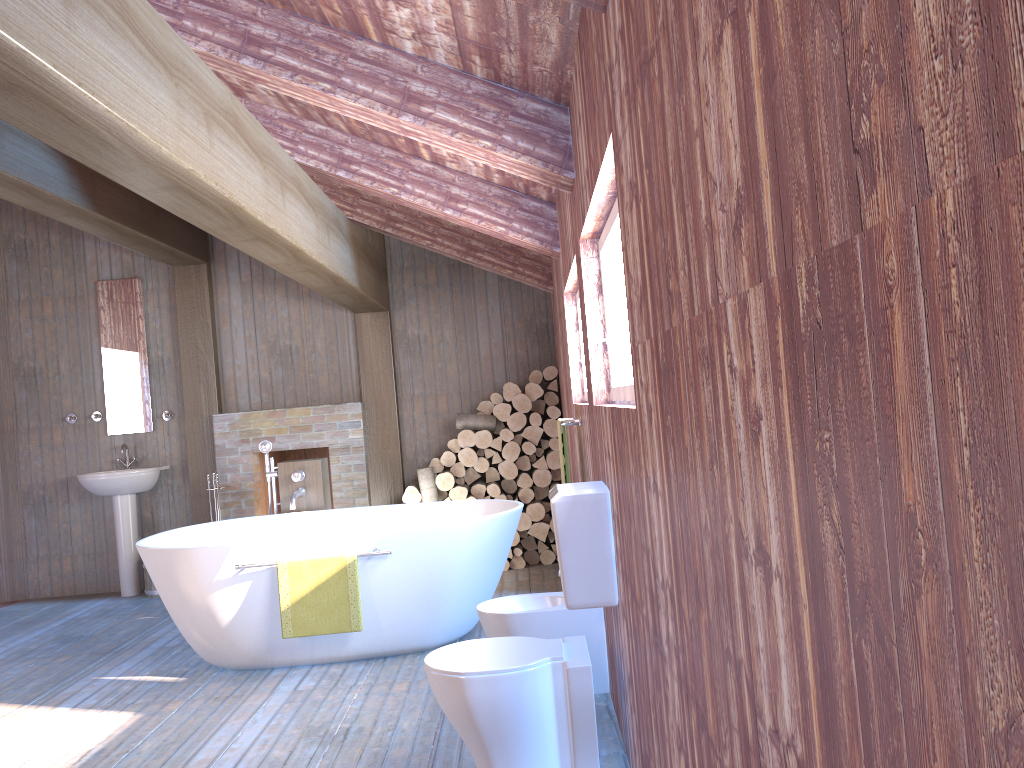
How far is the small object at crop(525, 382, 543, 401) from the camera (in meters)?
6.39

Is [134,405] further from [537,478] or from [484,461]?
[537,478]

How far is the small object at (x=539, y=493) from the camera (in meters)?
6.52

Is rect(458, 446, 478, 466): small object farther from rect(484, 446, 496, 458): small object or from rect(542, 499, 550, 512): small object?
rect(542, 499, 550, 512): small object

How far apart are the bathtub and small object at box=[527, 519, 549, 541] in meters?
1.3

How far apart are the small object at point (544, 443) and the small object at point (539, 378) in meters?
0.4 m

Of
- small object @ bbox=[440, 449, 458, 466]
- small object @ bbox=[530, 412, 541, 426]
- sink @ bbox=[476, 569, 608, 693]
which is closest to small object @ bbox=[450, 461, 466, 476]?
small object @ bbox=[440, 449, 458, 466]

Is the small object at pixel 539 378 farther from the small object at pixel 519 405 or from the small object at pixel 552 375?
the small object at pixel 519 405

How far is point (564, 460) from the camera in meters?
6.4

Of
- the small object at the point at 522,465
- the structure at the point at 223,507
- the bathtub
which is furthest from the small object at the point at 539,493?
the bathtub
